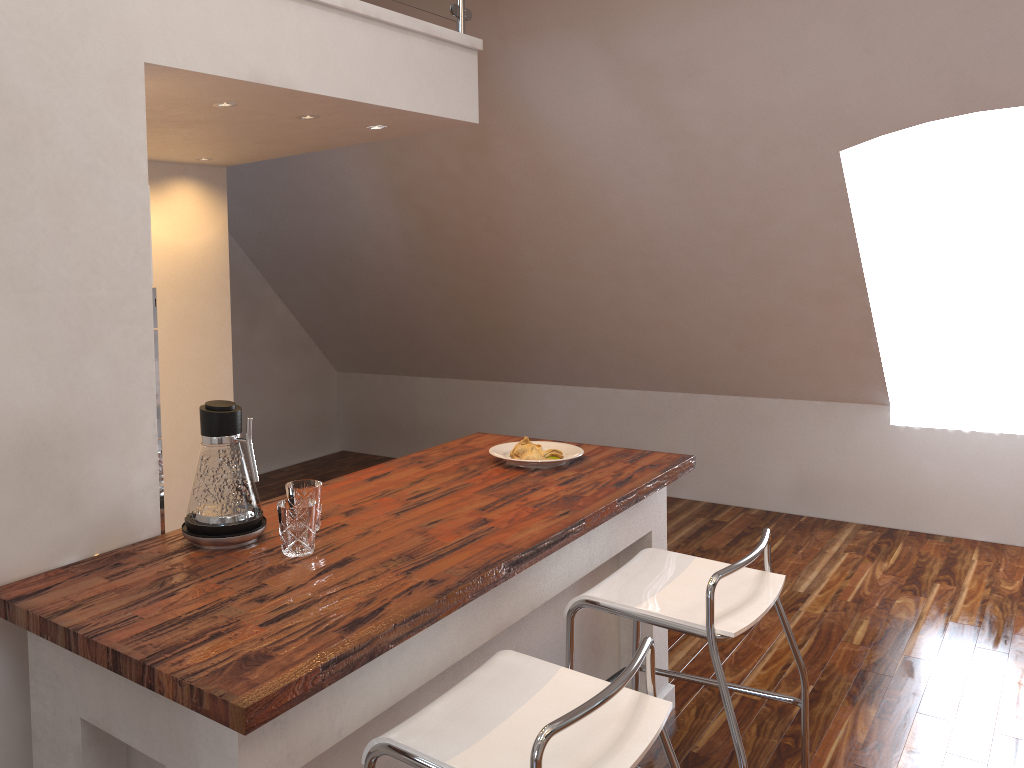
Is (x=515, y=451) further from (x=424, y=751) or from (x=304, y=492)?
(x=424, y=751)

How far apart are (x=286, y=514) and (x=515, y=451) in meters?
1.1

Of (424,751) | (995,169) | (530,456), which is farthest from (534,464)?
(995,169)

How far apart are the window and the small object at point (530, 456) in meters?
3.2

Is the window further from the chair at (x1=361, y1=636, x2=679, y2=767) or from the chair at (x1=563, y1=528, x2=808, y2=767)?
Result: the chair at (x1=361, y1=636, x2=679, y2=767)

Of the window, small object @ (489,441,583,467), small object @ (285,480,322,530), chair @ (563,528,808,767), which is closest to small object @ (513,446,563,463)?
small object @ (489,441,583,467)

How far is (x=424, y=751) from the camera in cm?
150

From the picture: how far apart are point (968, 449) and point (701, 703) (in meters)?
2.61

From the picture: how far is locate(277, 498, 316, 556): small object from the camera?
1.9m

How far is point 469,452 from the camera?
3.0m
